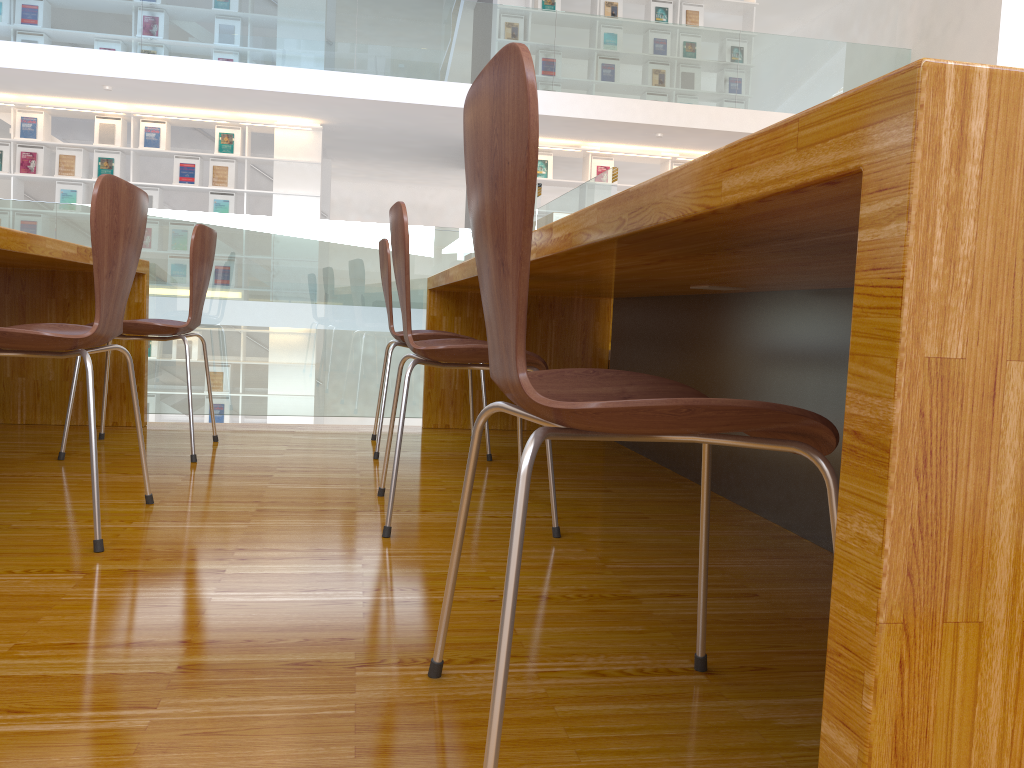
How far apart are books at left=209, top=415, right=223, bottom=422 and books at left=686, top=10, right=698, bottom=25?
6.55m

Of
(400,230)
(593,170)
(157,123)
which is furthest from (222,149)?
(400,230)

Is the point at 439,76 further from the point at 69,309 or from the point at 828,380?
the point at 828,380

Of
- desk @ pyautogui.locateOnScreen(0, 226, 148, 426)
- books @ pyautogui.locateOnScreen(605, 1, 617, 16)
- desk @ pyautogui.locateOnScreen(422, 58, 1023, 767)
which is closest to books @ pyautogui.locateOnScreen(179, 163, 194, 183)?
books @ pyautogui.locateOnScreen(605, 1, 617, 16)

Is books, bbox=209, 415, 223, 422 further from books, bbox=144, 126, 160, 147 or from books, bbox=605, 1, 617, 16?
books, bbox=605, 1, 617, 16

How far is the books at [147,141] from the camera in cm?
873

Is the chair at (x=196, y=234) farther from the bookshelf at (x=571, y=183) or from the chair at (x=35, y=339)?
the bookshelf at (x=571, y=183)

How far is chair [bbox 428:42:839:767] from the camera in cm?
74

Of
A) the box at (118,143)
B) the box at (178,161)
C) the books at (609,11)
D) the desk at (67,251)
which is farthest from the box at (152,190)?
the desk at (67,251)

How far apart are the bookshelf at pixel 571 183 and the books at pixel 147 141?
3.93m
